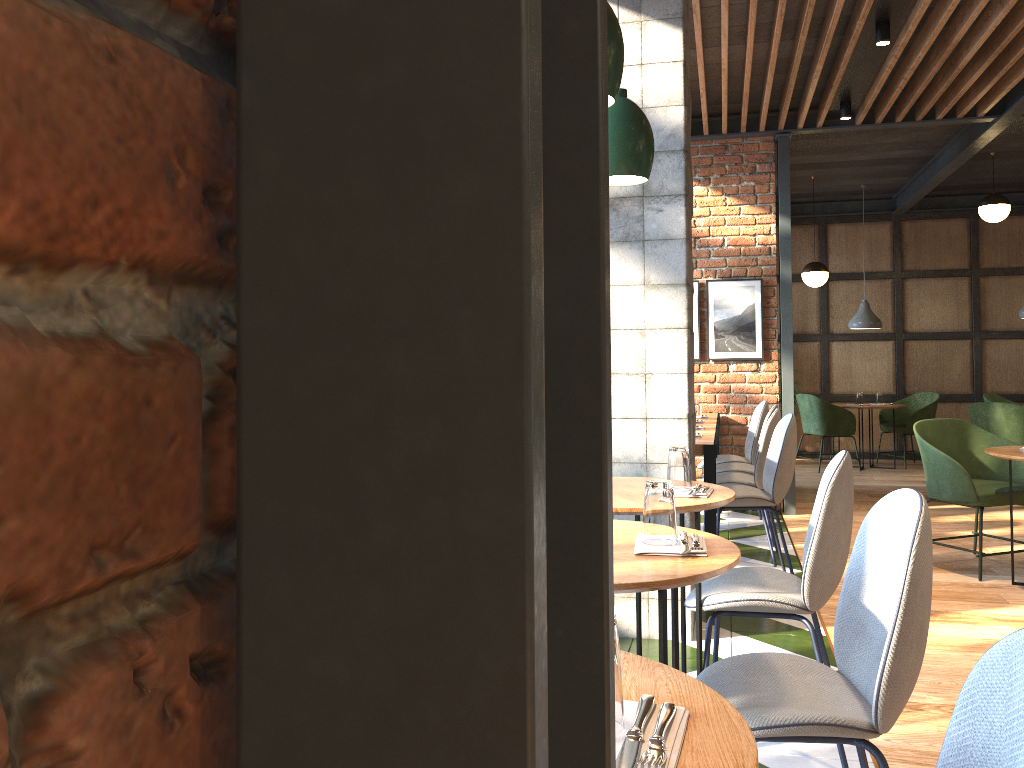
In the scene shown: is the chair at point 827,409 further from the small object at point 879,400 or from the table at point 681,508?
the table at point 681,508

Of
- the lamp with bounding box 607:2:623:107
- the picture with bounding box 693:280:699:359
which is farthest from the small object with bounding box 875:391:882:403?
the lamp with bounding box 607:2:623:107

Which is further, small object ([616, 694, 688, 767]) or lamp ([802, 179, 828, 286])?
lamp ([802, 179, 828, 286])

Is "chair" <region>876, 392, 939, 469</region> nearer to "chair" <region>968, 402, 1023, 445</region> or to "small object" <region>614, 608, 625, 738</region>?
"chair" <region>968, 402, 1023, 445</region>

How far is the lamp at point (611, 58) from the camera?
1.9m

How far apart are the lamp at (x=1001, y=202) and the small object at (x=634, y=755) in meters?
8.5 m

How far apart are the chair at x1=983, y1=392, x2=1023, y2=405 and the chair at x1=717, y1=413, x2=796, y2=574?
5.72m

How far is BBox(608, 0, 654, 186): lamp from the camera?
2.7 meters

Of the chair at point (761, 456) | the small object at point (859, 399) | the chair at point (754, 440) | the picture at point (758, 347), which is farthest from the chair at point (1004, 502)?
the small object at point (859, 399)

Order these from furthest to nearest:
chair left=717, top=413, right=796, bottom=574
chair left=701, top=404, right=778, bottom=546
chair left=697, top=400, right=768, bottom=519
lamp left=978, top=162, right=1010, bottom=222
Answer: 1. lamp left=978, top=162, right=1010, bottom=222
2. chair left=697, top=400, right=768, bottom=519
3. chair left=701, top=404, right=778, bottom=546
4. chair left=717, top=413, right=796, bottom=574
